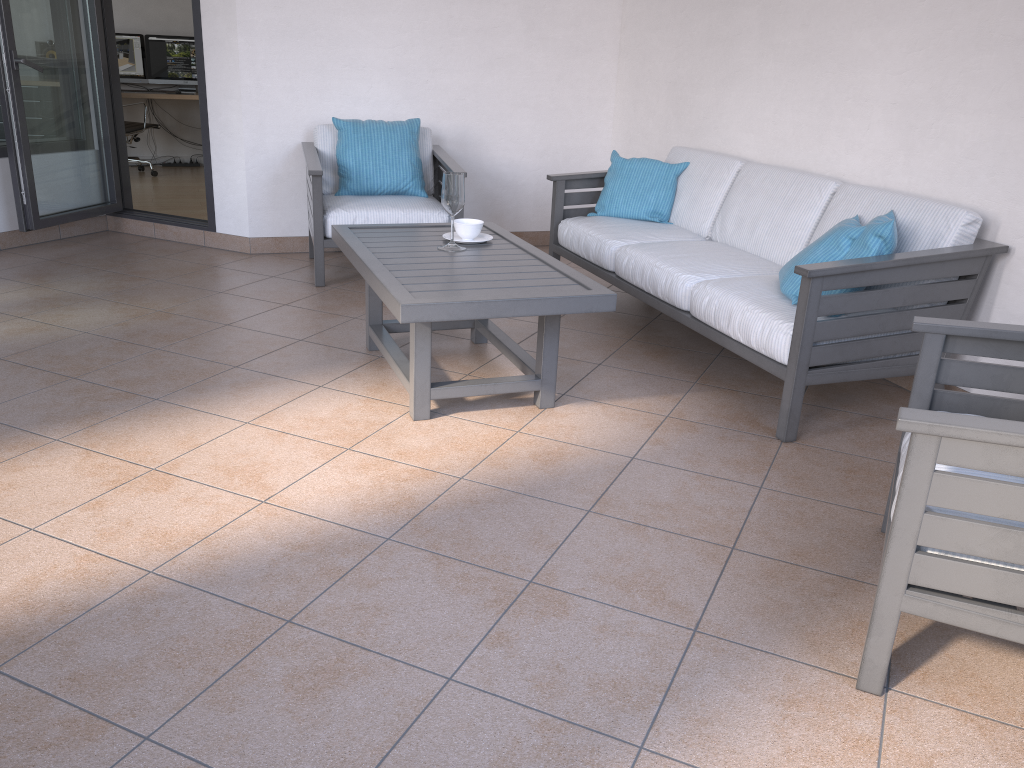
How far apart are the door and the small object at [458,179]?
2.3 meters

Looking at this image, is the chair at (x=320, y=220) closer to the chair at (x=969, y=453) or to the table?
the table

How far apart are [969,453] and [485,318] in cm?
149

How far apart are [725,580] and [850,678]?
0.4 meters

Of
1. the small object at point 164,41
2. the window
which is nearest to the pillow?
the window

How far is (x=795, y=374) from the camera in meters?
2.9 m

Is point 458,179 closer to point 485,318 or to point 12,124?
point 485,318

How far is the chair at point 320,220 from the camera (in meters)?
4.48

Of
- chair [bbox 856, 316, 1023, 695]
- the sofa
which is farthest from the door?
chair [bbox 856, 316, 1023, 695]

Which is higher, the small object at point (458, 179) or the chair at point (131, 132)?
the small object at point (458, 179)
